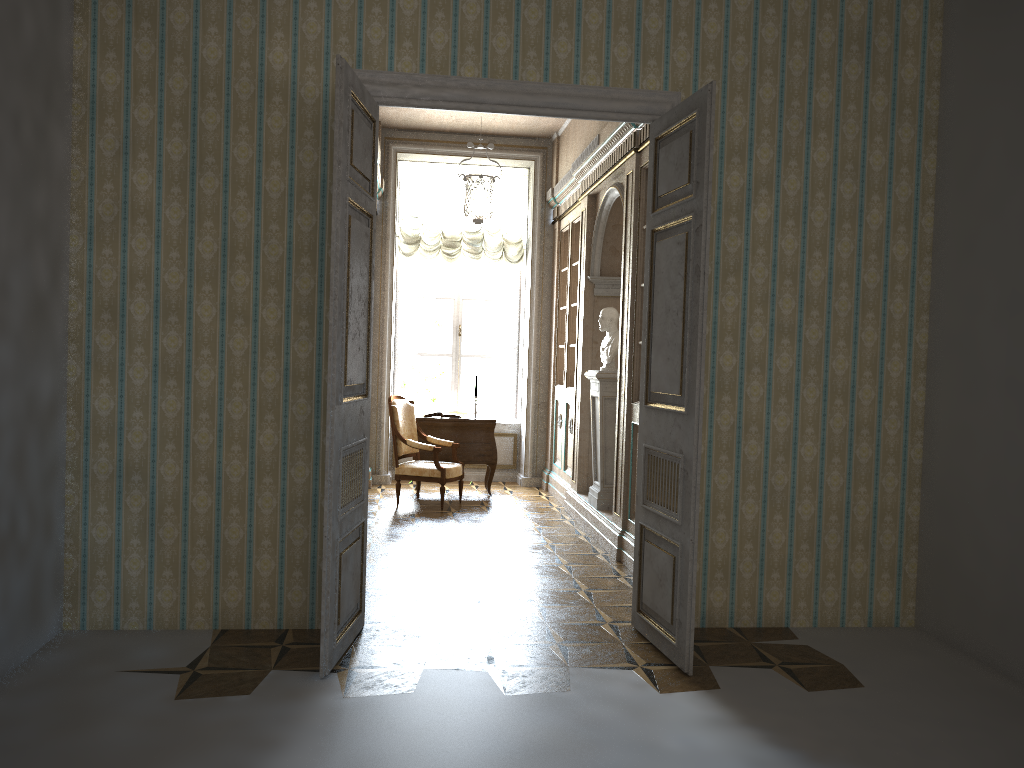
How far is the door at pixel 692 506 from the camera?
4.0 meters

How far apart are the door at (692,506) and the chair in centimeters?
360cm

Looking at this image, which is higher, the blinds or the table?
the blinds

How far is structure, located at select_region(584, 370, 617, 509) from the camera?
7.1m

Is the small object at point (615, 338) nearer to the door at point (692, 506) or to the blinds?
the door at point (692, 506)

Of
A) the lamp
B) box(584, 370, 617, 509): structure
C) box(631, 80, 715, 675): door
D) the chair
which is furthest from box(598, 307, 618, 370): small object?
box(631, 80, 715, 675): door

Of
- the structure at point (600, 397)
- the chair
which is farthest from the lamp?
the chair

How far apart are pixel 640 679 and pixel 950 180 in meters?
3.1 m

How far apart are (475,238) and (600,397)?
3.4 meters

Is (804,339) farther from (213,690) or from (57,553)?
(57,553)
